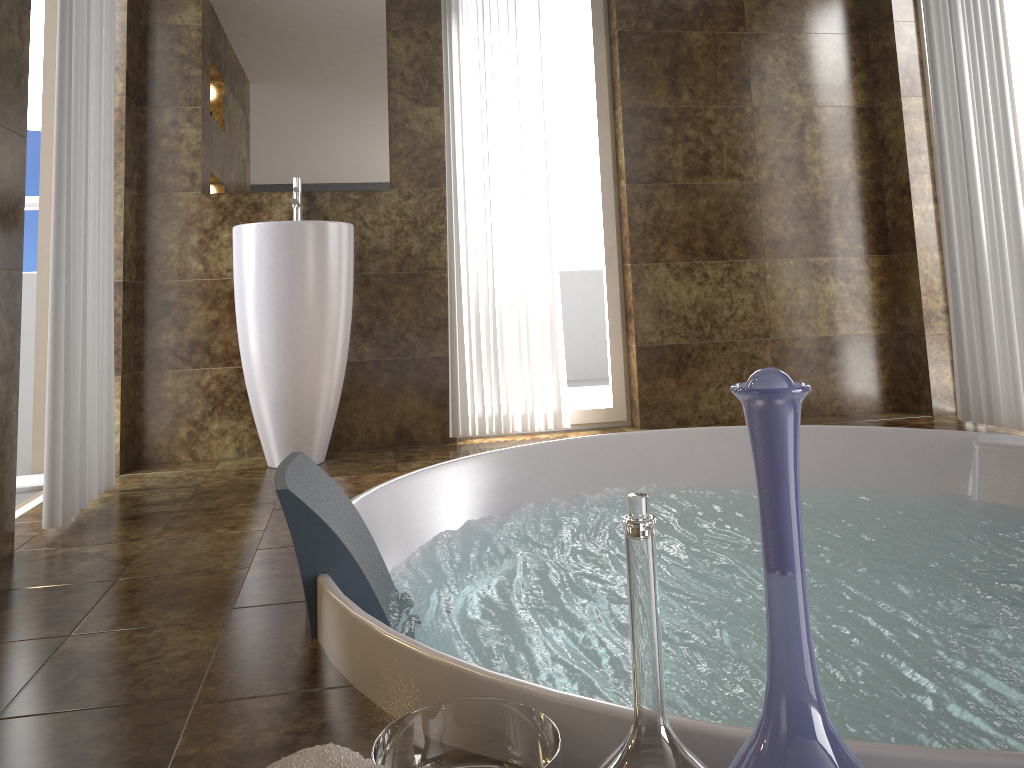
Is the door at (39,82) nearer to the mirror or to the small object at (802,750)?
the mirror

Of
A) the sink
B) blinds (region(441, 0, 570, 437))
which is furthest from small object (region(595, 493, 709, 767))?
blinds (region(441, 0, 570, 437))

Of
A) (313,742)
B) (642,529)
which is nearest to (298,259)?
(313,742)

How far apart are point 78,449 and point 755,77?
3.12m

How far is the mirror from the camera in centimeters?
347cm

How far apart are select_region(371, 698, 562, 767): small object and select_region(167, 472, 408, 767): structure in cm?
11

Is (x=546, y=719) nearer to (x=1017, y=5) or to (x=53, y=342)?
(x=53, y=342)

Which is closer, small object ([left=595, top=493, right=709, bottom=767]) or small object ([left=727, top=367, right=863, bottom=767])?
small object ([left=727, top=367, right=863, bottom=767])

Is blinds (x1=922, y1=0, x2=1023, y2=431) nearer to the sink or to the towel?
the sink

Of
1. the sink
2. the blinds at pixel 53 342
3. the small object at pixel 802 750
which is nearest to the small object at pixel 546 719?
the small object at pixel 802 750
